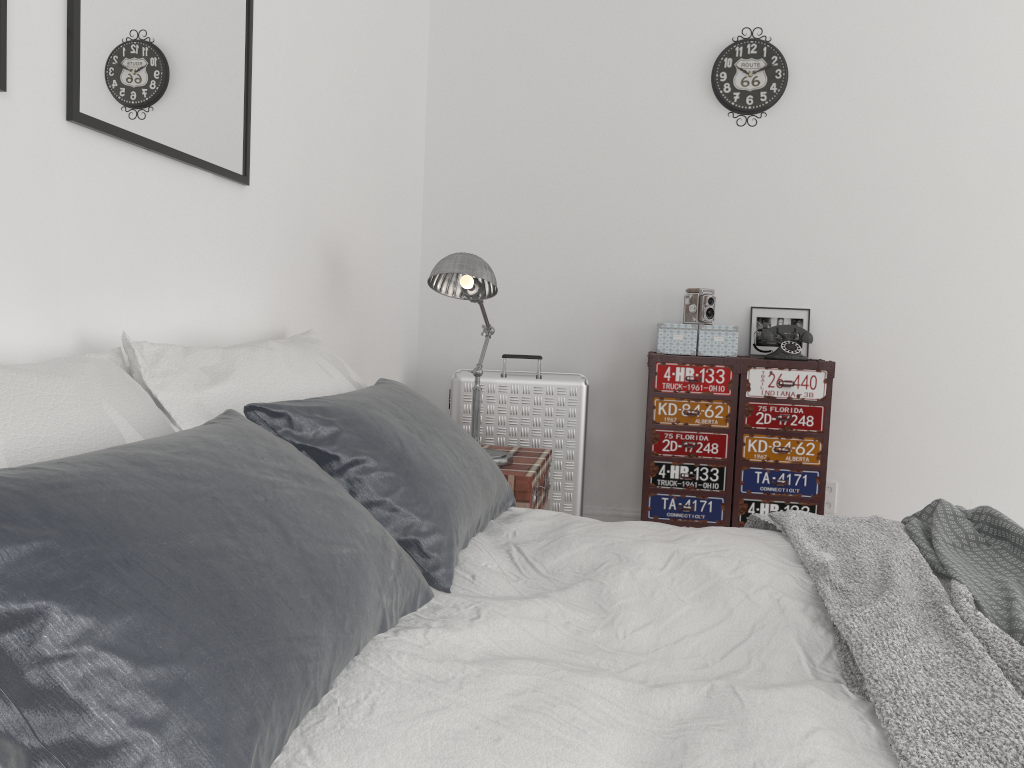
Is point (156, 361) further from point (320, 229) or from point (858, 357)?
point (858, 357)

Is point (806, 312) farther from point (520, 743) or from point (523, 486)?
point (520, 743)

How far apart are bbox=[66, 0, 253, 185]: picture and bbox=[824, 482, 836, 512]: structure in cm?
284

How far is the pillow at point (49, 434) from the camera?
1.1 meters

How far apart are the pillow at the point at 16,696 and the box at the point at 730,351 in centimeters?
245cm

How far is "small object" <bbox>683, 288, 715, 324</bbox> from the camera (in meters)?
3.76

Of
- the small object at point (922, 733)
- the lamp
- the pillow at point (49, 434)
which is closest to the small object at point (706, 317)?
the lamp

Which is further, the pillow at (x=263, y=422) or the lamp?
the lamp

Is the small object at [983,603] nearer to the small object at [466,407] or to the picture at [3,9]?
the small object at [466,407]

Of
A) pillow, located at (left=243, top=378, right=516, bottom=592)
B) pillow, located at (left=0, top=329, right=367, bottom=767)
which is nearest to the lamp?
pillow, located at (left=0, top=329, right=367, bottom=767)
